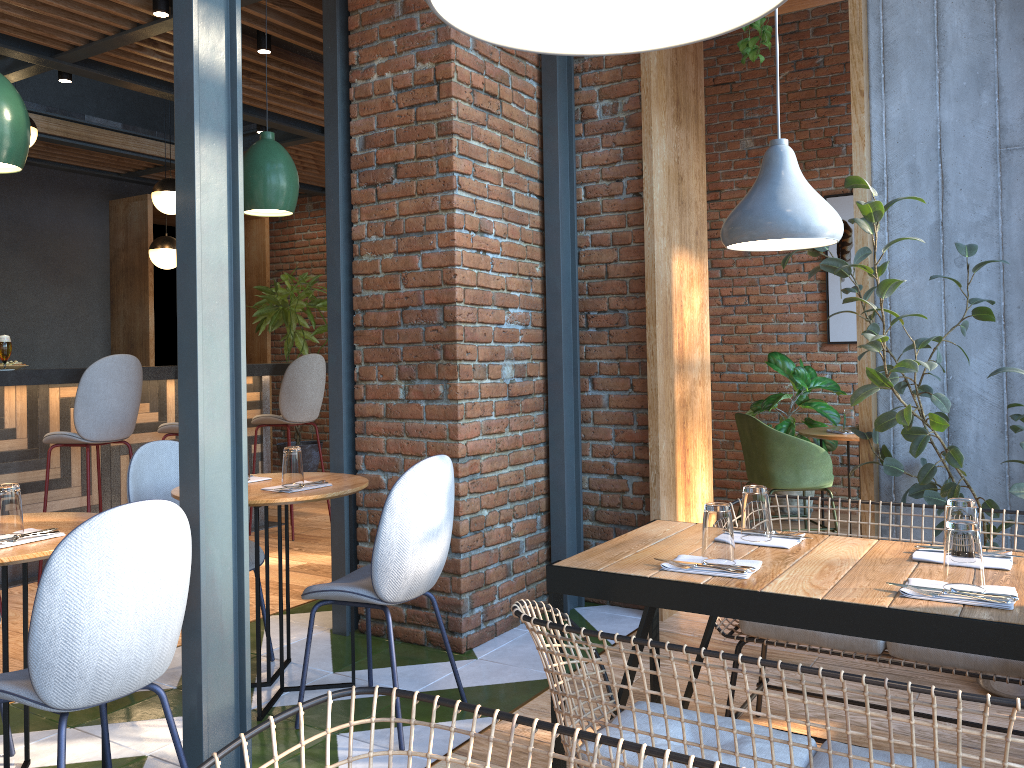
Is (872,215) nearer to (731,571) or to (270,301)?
(731,571)

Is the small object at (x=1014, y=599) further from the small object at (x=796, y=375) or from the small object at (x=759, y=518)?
the small object at (x=796, y=375)

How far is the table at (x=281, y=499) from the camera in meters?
3.0 m

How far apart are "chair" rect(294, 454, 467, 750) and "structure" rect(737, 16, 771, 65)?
1.99m

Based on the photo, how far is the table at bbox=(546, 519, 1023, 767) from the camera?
1.68m

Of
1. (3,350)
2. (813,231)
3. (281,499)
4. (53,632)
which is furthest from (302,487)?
(3,350)

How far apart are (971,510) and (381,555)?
1.7m

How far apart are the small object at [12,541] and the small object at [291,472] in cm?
89

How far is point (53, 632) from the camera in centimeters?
196cm

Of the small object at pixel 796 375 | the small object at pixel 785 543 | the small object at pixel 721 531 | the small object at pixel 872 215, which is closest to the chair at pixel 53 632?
the small object at pixel 721 531
